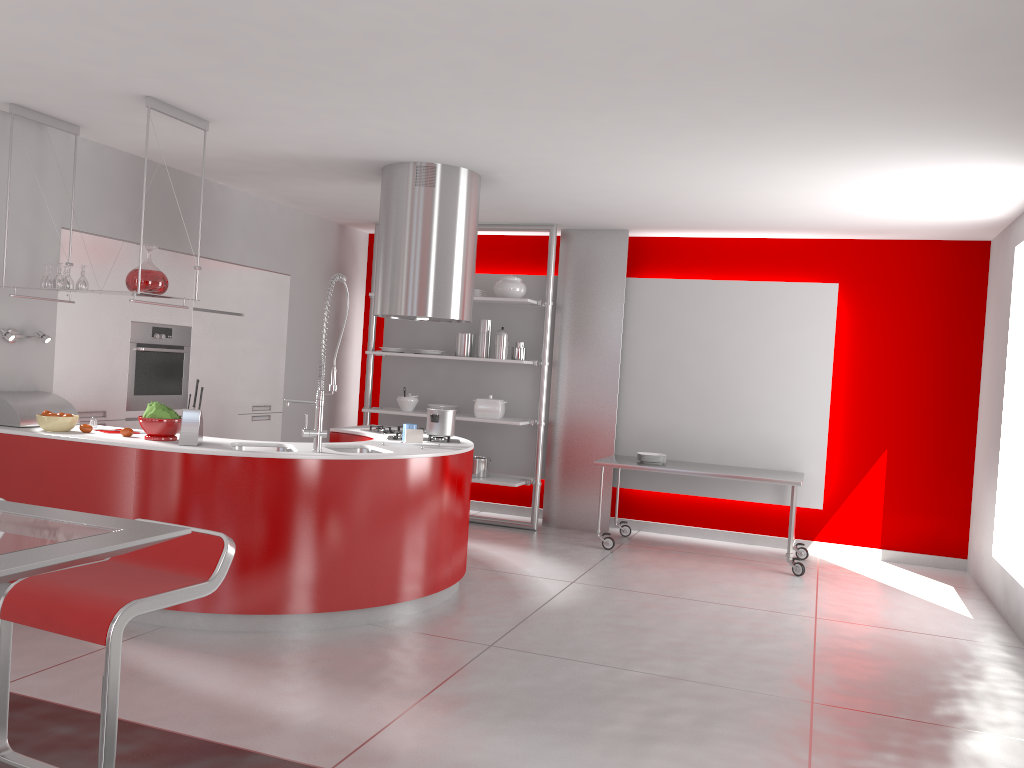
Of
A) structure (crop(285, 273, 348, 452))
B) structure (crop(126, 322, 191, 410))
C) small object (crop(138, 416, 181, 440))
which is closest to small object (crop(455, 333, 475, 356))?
structure (crop(126, 322, 191, 410))

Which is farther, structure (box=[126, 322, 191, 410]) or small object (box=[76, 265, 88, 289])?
structure (box=[126, 322, 191, 410])

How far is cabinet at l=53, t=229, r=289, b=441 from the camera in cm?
549

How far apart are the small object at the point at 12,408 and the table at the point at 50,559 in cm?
317

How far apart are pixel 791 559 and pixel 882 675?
2.2m

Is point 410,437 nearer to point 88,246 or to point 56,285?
point 56,285

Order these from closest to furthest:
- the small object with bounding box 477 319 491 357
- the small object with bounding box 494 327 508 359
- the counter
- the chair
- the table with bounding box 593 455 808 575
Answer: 1. the chair
2. the counter
3. the table with bounding box 593 455 808 575
4. the small object with bounding box 494 327 508 359
5. the small object with bounding box 477 319 491 357

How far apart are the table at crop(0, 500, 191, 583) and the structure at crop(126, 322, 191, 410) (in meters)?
4.19

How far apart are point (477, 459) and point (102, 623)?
5.47m

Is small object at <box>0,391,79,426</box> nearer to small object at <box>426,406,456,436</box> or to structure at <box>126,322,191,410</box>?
structure at <box>126,322,191,410</box>
